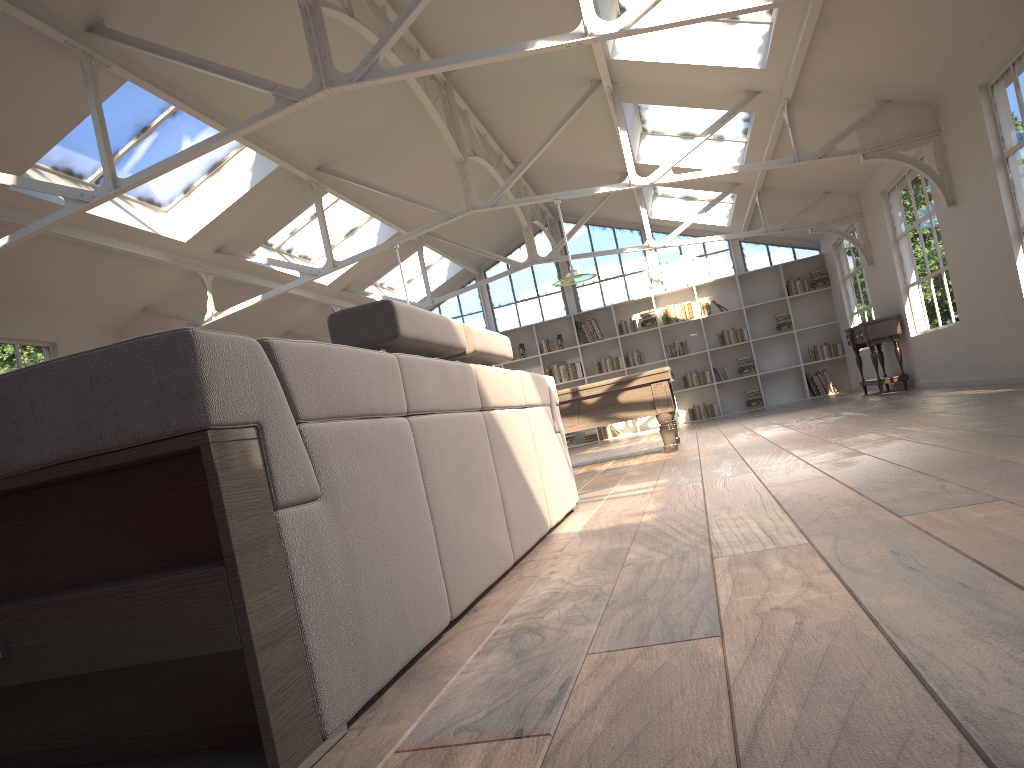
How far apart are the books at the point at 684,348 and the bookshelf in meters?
Result: 0.1

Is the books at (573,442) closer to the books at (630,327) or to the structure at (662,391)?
the books at (630,327)

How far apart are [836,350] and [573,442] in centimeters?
481cm

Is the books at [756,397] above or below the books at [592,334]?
below

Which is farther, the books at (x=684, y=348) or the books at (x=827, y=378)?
the books at (x=684, y=348)

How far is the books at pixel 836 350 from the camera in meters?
15.1

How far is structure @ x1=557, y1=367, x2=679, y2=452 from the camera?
8.0 meters

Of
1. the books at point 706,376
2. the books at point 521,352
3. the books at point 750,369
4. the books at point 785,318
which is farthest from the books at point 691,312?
the books at point 521,352

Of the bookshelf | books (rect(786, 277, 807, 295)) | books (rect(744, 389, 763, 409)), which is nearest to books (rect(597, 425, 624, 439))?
the bookshelf

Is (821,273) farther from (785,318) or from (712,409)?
(712,409)
